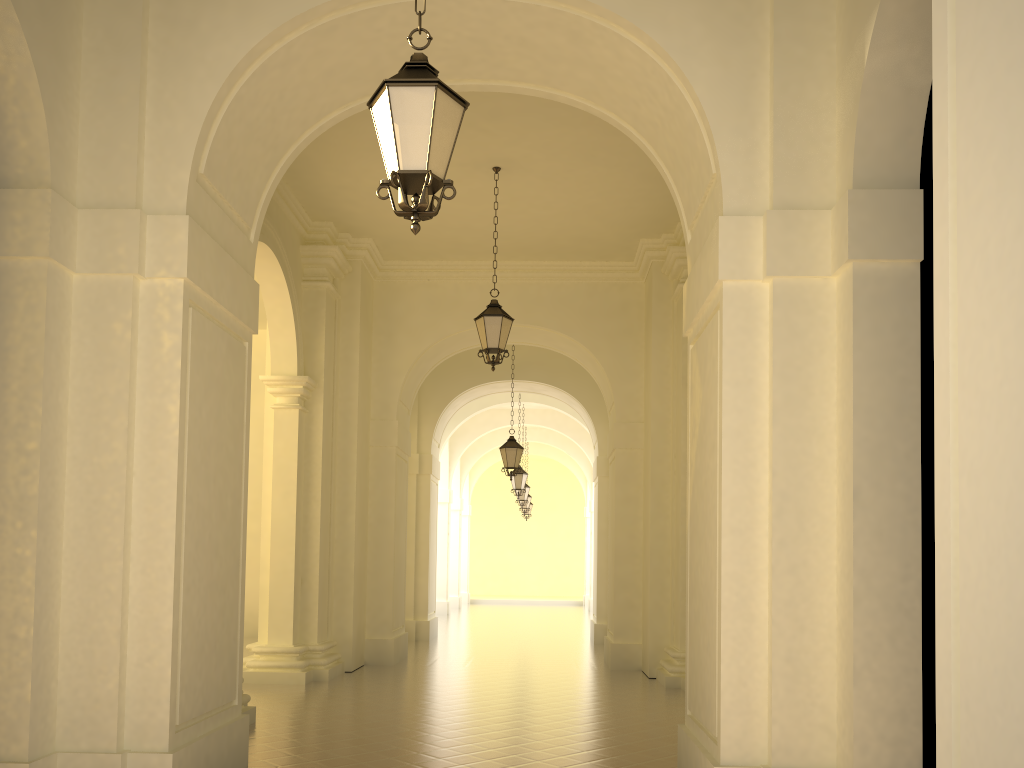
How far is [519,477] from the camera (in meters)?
21.99

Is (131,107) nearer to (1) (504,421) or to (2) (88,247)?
(2) (88,247)

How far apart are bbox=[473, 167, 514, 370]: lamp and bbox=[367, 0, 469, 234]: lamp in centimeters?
627cm

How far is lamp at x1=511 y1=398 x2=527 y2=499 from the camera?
21.99m

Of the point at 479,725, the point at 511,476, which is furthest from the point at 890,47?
the point at 511,476

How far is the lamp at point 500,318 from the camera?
10.88m

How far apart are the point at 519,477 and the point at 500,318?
11.55m

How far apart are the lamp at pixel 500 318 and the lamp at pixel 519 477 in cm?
1130

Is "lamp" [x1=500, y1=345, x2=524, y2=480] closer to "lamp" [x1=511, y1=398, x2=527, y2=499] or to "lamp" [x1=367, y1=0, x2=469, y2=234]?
"lamp" [x1=511, y1=398, x2=527, y2=499]

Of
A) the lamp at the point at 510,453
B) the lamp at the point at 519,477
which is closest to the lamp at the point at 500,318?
the lamp at the point at 510,453
